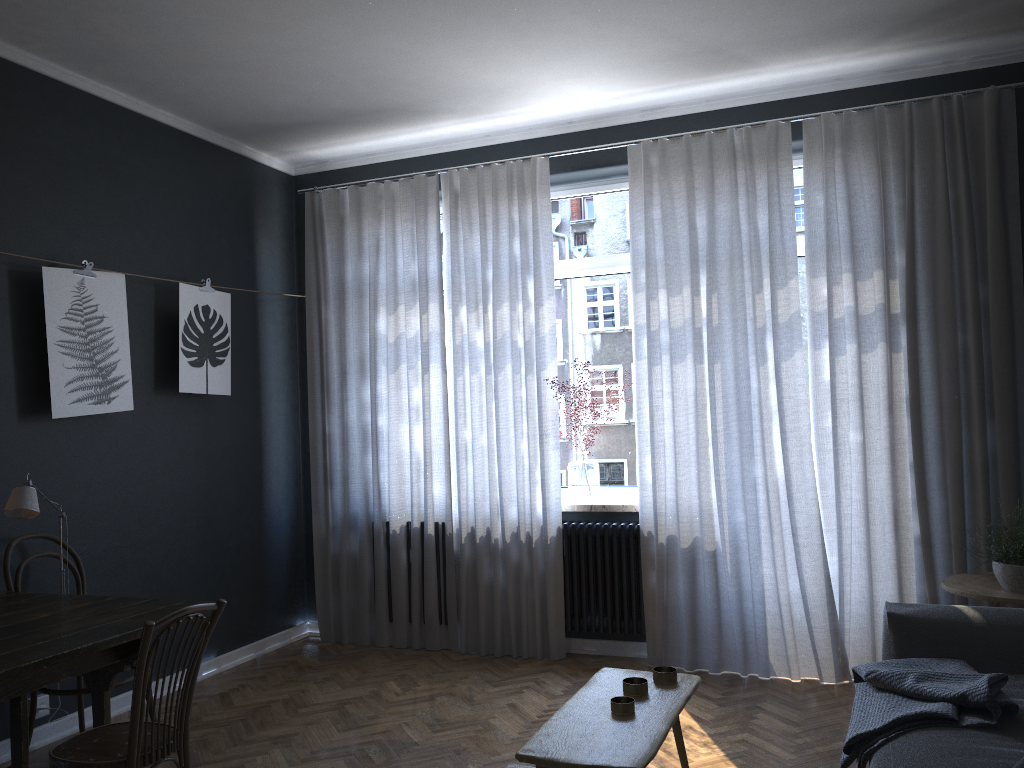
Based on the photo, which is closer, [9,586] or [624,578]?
[9,586]

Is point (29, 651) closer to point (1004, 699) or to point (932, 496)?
point (1004, 699)

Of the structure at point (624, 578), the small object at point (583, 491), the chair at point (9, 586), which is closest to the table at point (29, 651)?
the chair at point (9, 586)

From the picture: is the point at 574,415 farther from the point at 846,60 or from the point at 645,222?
the point at 846,60

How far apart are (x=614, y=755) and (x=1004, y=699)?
1.26m

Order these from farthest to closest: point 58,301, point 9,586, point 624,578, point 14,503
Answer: point 624,578
point 58,301
point 9,586
point 14,503

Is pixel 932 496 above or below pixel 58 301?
below

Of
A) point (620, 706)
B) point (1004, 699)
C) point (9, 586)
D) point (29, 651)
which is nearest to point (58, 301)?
point (9, 586)

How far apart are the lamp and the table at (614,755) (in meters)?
2.04

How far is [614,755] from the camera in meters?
2.0
